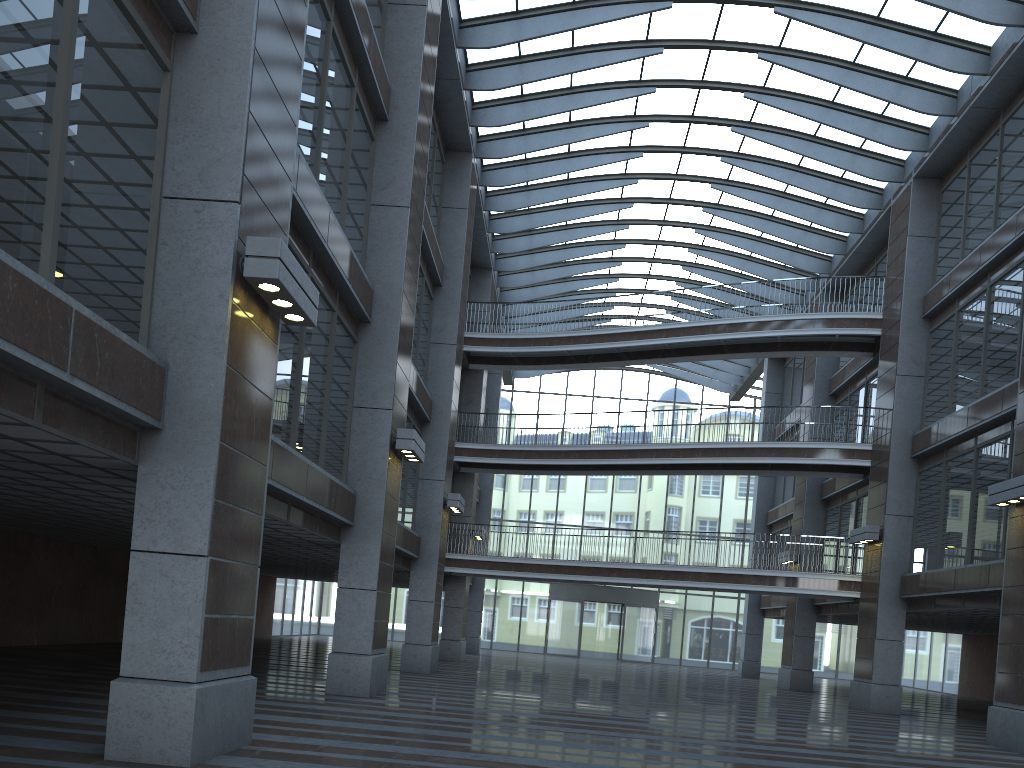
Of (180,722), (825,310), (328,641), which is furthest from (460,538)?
(180,722)

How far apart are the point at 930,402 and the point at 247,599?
47.83m
